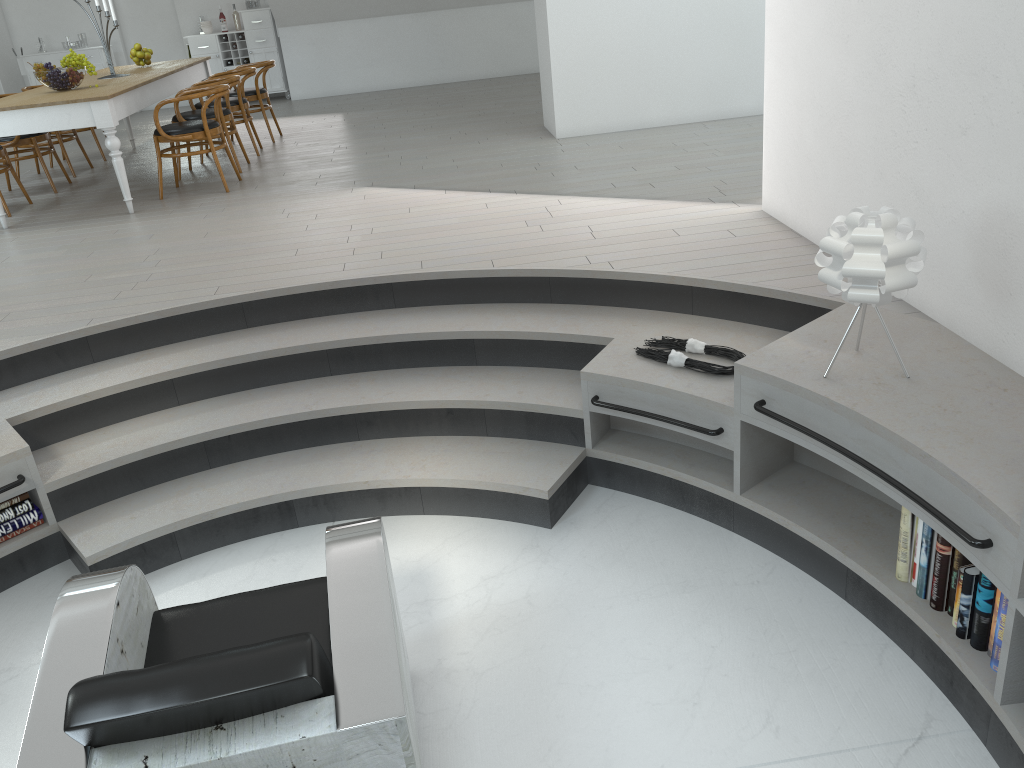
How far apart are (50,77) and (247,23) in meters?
5.6

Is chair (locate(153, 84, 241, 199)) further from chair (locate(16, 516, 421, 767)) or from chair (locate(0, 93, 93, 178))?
chair (locate(16, 516, 421, 767))

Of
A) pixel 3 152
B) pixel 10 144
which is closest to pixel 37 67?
pixel 3 152

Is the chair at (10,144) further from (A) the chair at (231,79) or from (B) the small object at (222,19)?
(B) the small object at (222,19)

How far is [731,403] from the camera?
3.1m

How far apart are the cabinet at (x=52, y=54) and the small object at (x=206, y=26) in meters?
1.3 m

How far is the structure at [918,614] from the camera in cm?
257

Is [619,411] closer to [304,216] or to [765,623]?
[765,623]

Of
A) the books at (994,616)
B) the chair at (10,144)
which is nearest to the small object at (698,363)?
the books at (994,616)

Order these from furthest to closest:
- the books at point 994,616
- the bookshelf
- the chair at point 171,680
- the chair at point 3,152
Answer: the chair at point 3,152 < the books at point 994,616 < the bookshelf < the chair at point 171,680
